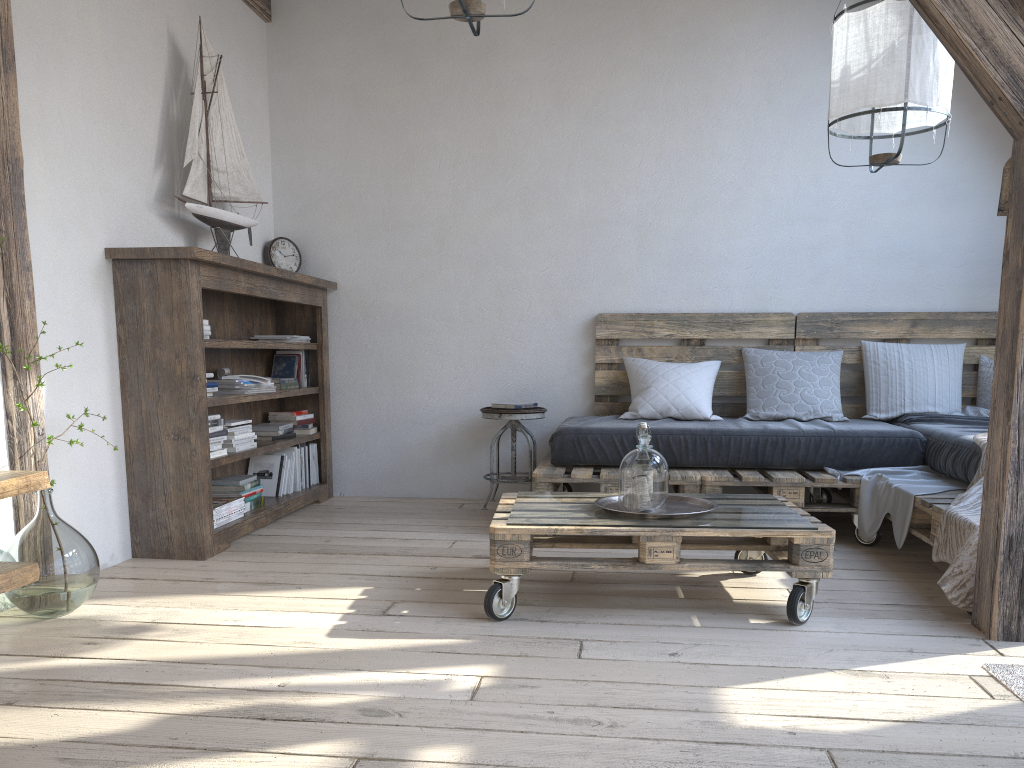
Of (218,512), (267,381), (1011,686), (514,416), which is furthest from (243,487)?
(1011,686)

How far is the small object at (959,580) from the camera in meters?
2.5

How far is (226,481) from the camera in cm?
391

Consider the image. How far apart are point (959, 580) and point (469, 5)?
2.2 meters

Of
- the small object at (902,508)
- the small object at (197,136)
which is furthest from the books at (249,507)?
the small object at (902,508)

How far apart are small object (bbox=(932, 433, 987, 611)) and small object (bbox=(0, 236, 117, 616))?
2.50m

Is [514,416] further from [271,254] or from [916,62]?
[916,62]

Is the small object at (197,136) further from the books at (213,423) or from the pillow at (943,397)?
the pillow at (943,397)

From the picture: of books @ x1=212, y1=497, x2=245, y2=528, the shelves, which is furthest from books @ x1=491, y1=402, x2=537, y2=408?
the shelves

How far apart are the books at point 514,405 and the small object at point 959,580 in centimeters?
207cm
